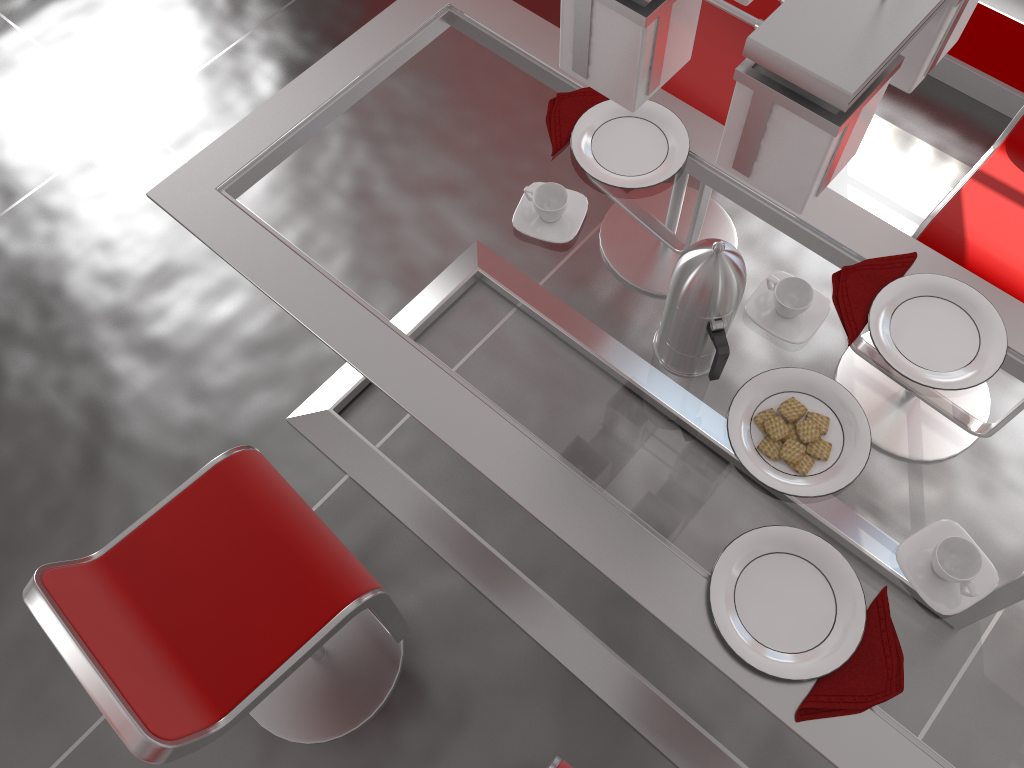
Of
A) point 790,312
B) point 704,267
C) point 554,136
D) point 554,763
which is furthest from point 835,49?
point 554,763

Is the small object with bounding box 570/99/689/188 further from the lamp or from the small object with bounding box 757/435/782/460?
the lamp

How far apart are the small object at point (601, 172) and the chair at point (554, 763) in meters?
1.0

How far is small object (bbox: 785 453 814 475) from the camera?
1.3 meters

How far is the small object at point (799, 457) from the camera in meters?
1.3

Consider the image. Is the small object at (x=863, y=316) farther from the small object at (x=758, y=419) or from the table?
the small object at (x=758, y=419)

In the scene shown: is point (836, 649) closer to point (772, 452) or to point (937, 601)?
point (937, 601)

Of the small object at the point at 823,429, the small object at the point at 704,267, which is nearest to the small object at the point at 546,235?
the small object at the point at 704,267

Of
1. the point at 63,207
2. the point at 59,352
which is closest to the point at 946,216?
the point at 59,352

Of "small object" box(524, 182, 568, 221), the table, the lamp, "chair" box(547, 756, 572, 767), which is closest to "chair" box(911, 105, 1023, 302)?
the table
